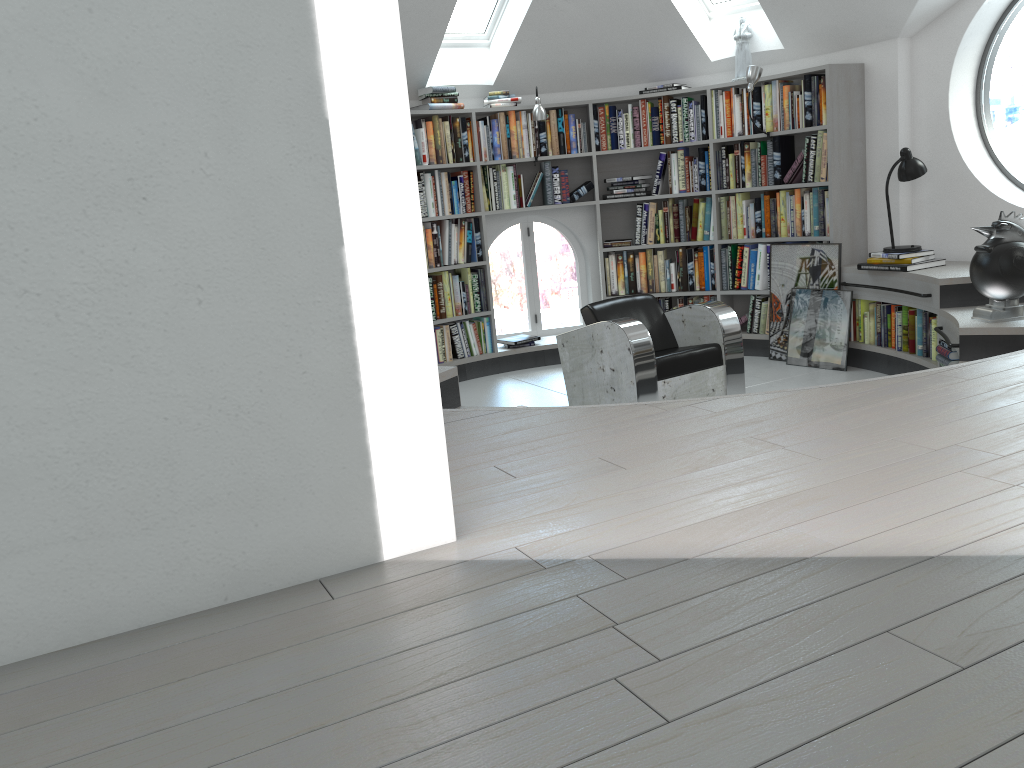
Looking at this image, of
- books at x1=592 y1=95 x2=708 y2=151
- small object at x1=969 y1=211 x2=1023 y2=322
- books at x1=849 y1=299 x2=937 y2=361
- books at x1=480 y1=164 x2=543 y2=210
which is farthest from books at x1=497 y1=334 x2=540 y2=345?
small object at x1=969 y1=211 x2=1023 y2=322

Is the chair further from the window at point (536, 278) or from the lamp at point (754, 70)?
the window at point (536, 278)

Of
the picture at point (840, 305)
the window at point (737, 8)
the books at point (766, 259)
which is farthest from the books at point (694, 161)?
the picture at point (840, 305)

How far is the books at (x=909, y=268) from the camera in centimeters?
552cm

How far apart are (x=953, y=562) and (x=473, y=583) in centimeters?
85cm

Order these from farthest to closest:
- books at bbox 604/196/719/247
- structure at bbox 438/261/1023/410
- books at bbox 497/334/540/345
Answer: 1. books at bbox 497/334/540/345
2. books at bbox 604/196/719/247
3. structure at bbox 438/261/1023/410

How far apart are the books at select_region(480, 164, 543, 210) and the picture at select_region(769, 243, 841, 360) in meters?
1.9 m

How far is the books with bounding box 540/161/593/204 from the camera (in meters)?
6.93

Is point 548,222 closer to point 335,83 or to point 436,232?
point 436,232

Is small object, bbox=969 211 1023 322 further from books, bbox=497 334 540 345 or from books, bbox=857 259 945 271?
books, bbox=497 334 540 345
